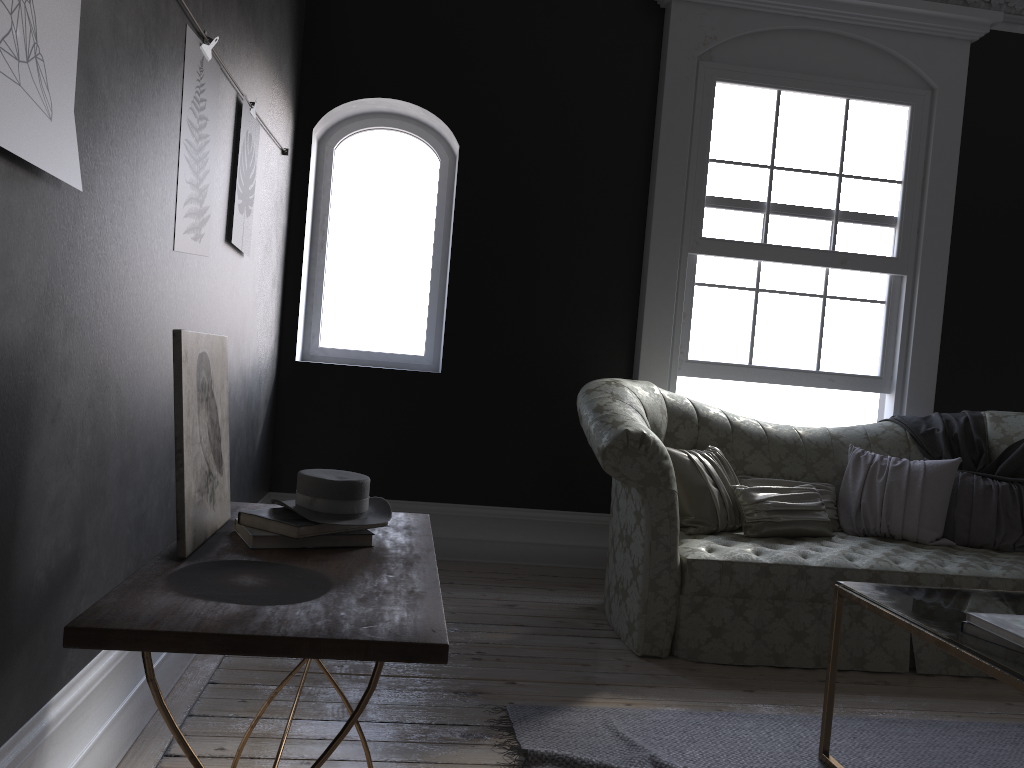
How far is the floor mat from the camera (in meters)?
2.66

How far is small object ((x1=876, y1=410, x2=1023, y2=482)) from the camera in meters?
4.5 m

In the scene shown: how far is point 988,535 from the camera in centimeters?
433cm

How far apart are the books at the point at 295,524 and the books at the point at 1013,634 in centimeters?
155cm

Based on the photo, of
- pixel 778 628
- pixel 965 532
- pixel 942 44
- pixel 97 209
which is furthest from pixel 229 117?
pixel 942 44

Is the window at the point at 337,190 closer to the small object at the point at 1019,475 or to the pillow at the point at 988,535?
the pillow at the point at 988,535

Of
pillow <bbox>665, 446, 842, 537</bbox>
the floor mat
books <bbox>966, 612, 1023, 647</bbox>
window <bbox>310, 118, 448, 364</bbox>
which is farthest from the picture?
books <bbox>966, 612, 1023, 647</bbox>

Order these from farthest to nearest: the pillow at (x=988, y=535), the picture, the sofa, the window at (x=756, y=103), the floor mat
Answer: the window at (x=756, y=103) → the pillow at (x=988, y=535) → the sofa → the floor mat → the picture

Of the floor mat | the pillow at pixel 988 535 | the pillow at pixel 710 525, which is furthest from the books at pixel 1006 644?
the pillow at pixel 988 535

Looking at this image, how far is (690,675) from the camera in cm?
345
